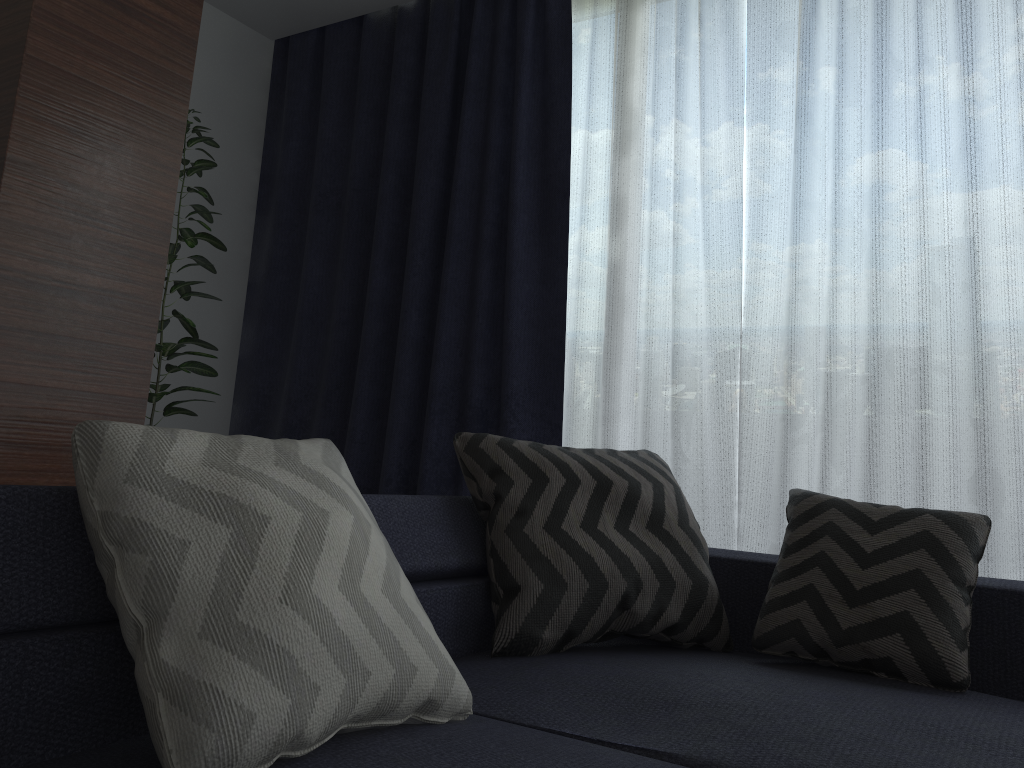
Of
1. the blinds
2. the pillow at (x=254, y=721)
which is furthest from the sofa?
the blinds

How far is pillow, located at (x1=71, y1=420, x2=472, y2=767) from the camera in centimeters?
96cm

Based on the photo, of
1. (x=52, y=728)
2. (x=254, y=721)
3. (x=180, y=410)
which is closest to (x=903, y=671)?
(x=254, y=721)

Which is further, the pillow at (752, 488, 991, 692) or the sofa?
the pillow at (752, 488, 991, 692)

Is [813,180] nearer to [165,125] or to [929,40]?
[929,40]

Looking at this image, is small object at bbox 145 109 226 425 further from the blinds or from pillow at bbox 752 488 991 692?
pillow at bbox 752 488 991 692

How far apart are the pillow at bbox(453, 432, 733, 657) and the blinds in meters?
0.6 m

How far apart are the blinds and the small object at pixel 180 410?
0.58m

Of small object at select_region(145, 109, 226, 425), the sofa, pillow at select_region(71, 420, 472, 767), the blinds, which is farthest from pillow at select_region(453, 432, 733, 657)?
small object at select_region(145, 109, 226, 425)

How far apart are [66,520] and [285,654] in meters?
0.3
